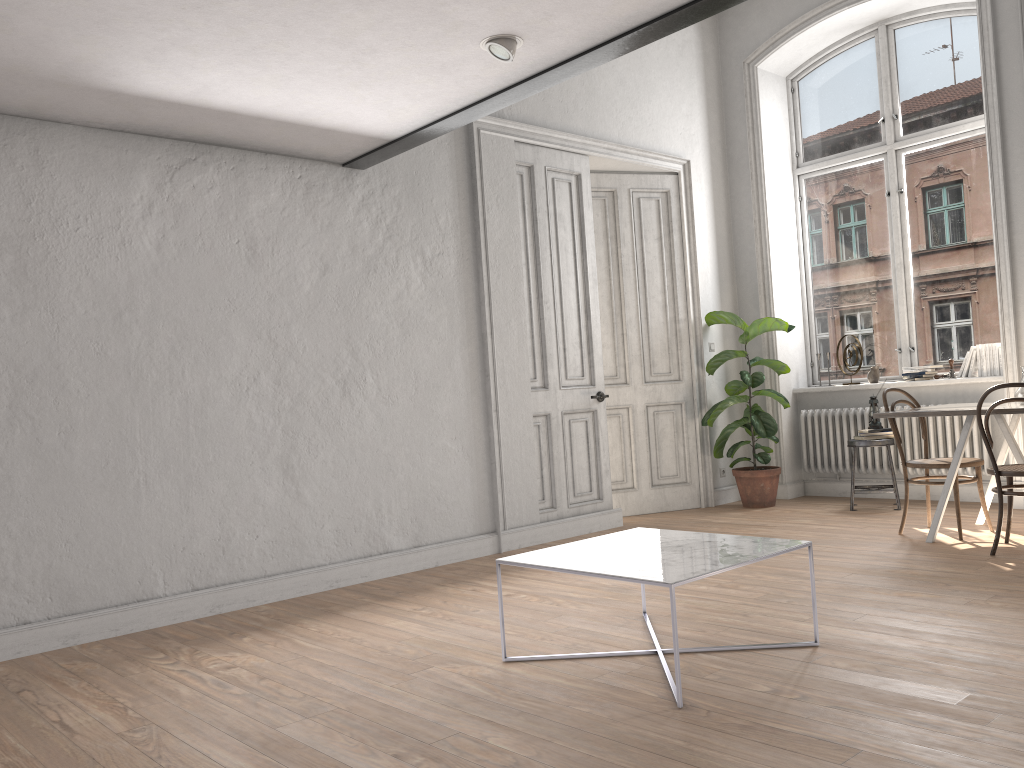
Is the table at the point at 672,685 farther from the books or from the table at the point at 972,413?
the books

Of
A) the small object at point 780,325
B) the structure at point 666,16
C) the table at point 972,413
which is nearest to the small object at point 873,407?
the small object at point 780,325

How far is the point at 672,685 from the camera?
3.0 meters

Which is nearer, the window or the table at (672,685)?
the table at (672,685)

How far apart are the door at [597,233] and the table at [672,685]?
3.3m

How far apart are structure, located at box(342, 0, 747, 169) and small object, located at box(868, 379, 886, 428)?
4.0 meters

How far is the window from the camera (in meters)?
6.89

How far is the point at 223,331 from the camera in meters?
4.7 m

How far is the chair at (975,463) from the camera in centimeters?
529cm

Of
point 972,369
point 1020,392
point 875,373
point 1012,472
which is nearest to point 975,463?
point 1020,392
